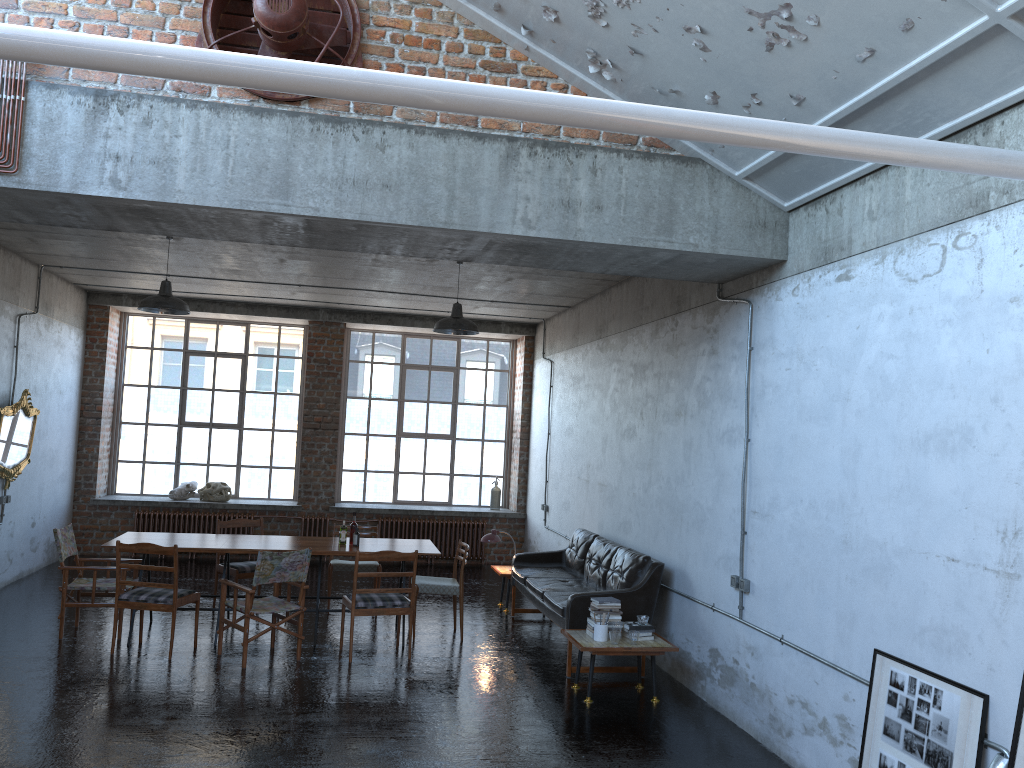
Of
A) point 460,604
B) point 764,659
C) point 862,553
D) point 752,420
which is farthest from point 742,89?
point 460,604

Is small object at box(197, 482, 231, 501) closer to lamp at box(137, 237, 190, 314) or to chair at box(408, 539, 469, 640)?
lamp at box(137, 237, 190, 314)

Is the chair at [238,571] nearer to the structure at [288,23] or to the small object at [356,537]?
the small object at [356,537]

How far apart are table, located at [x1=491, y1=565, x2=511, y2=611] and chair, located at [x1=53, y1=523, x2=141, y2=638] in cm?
408

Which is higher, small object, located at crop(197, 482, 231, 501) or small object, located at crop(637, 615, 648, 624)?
small object, located at crop(197, 482, 231, 501)

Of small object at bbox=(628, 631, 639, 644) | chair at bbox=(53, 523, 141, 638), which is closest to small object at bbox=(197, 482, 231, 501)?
chair at bbox=(53, 523, 141, 638)

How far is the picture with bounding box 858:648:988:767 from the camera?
4.24m

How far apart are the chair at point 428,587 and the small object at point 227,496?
5.5 meters

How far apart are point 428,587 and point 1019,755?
5.8 meters

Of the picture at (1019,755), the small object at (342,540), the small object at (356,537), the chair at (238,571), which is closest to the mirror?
the chair at (238,571)
